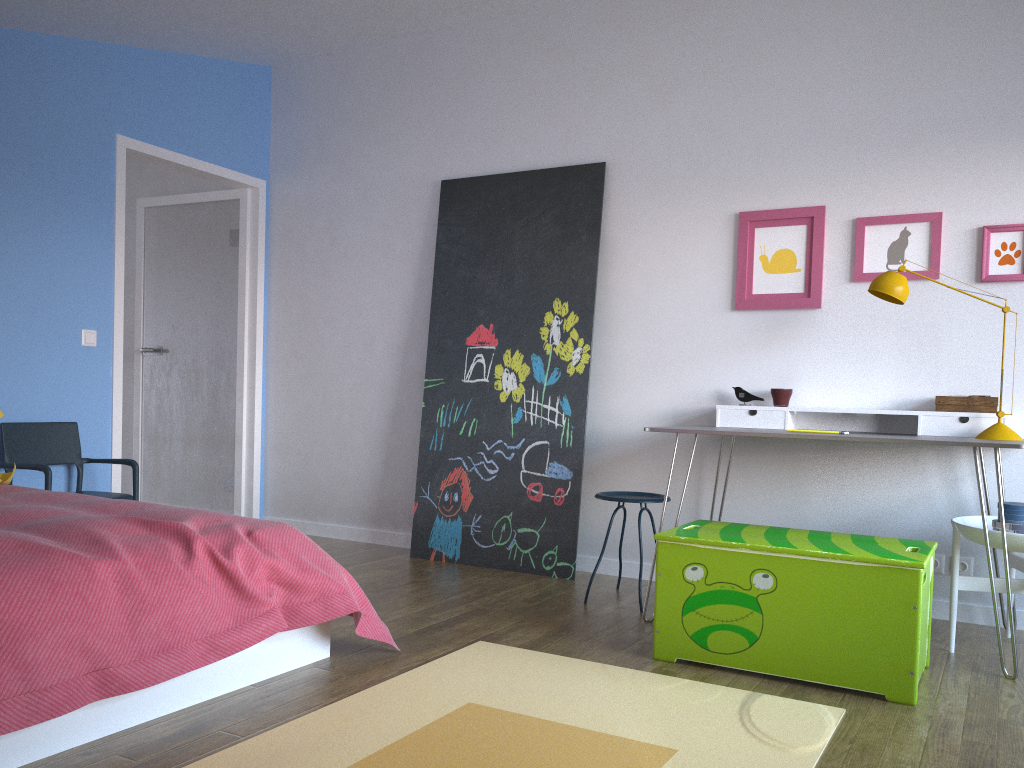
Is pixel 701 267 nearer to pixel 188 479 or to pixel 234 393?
pixel 234 393

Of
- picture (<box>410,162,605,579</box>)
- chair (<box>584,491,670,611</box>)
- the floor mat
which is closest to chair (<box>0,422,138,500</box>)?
picture (<box>410,162,605,579</box>)

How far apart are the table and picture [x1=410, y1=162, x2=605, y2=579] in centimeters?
91cm

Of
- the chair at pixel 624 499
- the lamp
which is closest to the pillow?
the chair at pixel 624 499

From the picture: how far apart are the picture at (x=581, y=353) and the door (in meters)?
1.30

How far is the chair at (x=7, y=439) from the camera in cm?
397

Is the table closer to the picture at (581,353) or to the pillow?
the picture at (581,353)

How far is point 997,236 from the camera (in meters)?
3.53

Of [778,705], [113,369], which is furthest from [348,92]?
[778,705]

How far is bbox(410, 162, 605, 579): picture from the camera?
4.3 meters
